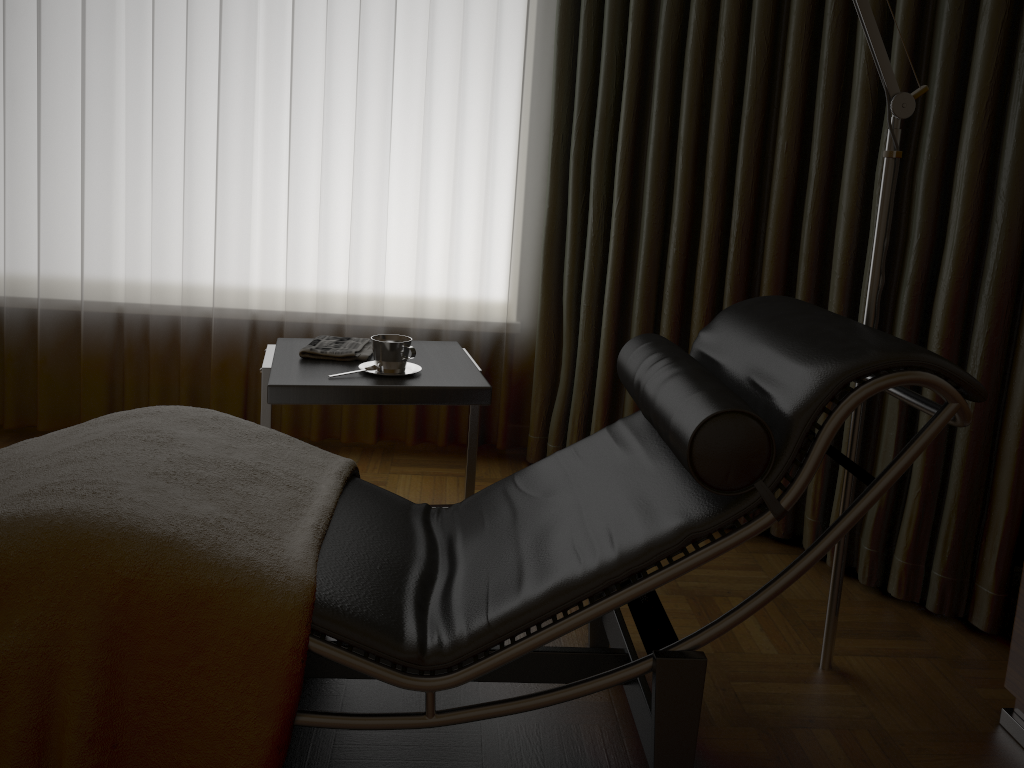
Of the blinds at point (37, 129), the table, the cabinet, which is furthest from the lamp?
the blinds at point (37, 129)

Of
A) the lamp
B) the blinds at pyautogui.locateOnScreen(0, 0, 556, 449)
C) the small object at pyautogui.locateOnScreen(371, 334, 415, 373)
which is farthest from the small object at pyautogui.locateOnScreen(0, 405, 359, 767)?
the blinds at pyautogui.locateOnScreen(0, 0, 556, 449)

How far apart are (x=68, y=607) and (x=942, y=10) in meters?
2.2 m

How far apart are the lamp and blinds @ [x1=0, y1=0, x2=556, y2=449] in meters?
1.4

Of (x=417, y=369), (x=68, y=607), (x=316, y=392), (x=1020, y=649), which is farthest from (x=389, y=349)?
(x=1020, y=649)

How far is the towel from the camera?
2.2m

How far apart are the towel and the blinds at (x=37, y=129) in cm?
65

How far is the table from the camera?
1.9m

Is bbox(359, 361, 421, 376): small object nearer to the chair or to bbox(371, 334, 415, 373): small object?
bbox(371, 334, 415, 373): small object

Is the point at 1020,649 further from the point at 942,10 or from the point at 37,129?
the point at 37,129
